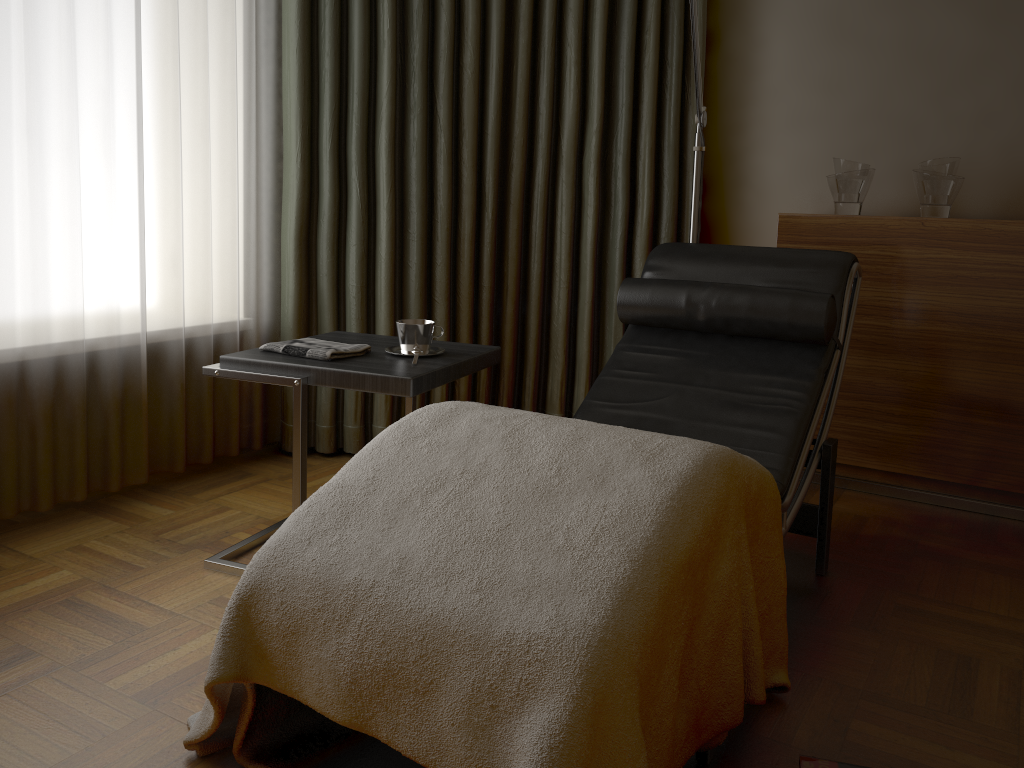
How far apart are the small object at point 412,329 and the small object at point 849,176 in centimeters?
152cm

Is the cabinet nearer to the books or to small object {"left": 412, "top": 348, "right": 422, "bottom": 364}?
small object {"left": 412, "top": 348, "right": 422, "bottom": 364}

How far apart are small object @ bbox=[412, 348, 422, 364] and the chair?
0.45m

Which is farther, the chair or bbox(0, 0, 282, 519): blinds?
bbox(0, 0, 282, 519): blinds

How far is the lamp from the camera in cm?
270

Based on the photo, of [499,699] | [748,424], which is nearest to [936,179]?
[748,424]

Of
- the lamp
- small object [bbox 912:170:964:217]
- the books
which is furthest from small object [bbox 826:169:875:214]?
the books

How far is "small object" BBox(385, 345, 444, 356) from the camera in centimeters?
222cm

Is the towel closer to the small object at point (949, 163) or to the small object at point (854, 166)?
the small object at point (854, 166)

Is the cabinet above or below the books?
above
